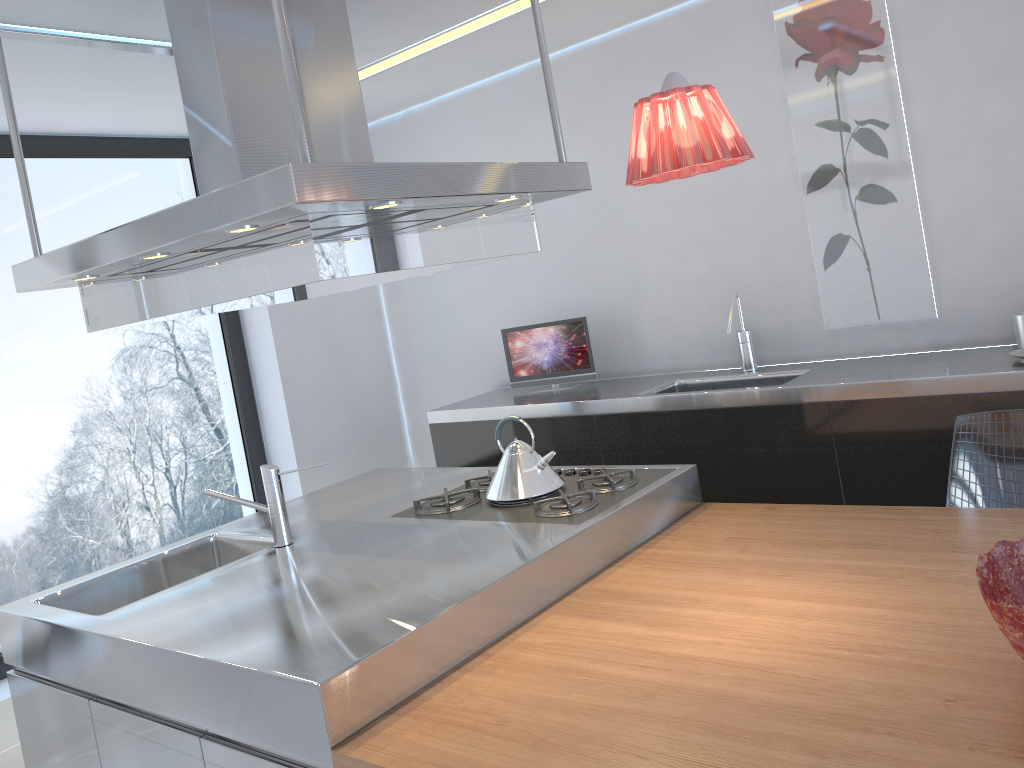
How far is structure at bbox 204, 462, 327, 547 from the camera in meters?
2.7

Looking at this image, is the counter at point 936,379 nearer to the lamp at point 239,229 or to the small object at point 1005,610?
the small object at point 1005,610

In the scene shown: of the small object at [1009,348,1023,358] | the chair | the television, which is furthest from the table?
the television

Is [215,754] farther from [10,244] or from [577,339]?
[10,244]

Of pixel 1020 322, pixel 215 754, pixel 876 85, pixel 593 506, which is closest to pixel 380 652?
pixel 215 754

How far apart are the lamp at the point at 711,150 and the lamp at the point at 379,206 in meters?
0.5 m

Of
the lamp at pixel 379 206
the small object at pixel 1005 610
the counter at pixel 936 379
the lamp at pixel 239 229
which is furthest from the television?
the small object at pixel 1005 610

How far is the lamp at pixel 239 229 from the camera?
1.9 meters

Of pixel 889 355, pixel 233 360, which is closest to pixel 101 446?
pixel 233 360

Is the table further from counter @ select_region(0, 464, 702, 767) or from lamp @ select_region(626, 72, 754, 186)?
lamp @ select_region(626, 72, 754, 186)
